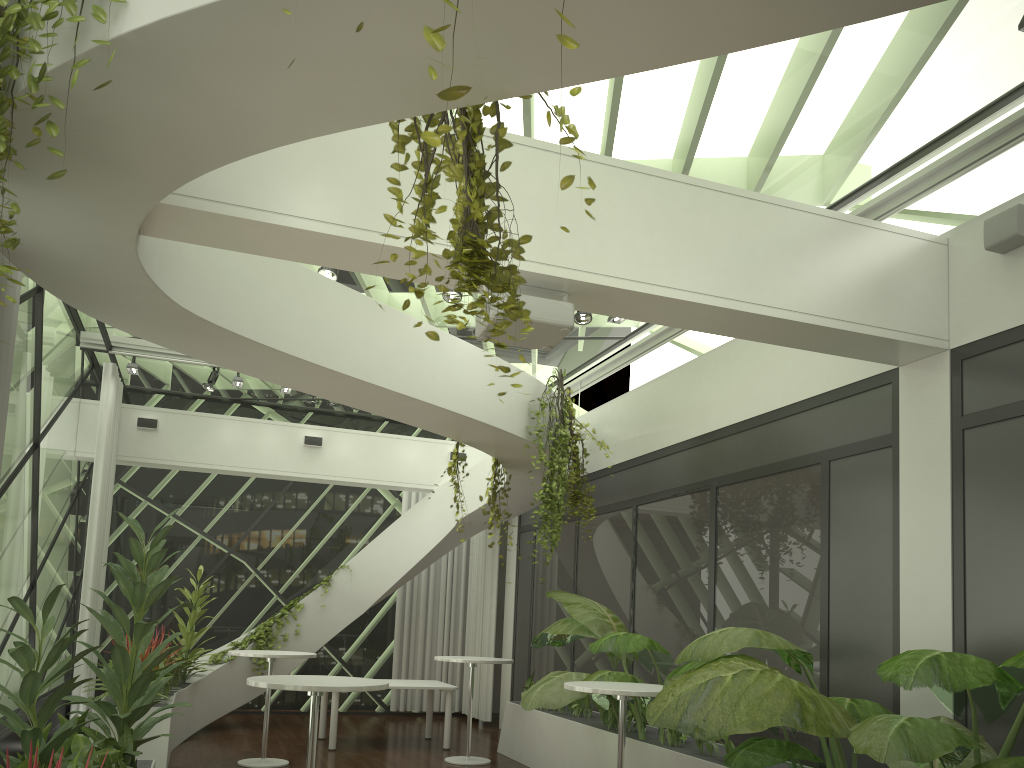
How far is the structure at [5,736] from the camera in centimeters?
620cm

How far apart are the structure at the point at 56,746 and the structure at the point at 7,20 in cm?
131

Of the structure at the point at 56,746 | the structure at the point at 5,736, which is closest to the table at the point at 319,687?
the structure at the point at 56,746

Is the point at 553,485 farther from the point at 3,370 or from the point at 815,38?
the point at 3,370

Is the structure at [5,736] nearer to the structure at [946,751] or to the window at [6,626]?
the window at [6,626]

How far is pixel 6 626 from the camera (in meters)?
7.33

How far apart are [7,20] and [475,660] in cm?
732

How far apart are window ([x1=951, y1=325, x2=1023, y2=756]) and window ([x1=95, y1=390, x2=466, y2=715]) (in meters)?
9.55

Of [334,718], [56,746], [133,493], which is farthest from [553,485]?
[133,493]

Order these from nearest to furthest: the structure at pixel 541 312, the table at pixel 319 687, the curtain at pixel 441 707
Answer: the structure at pixel 541 312 < the table at pixel 319 687 < the curtain at pixel 441 707
